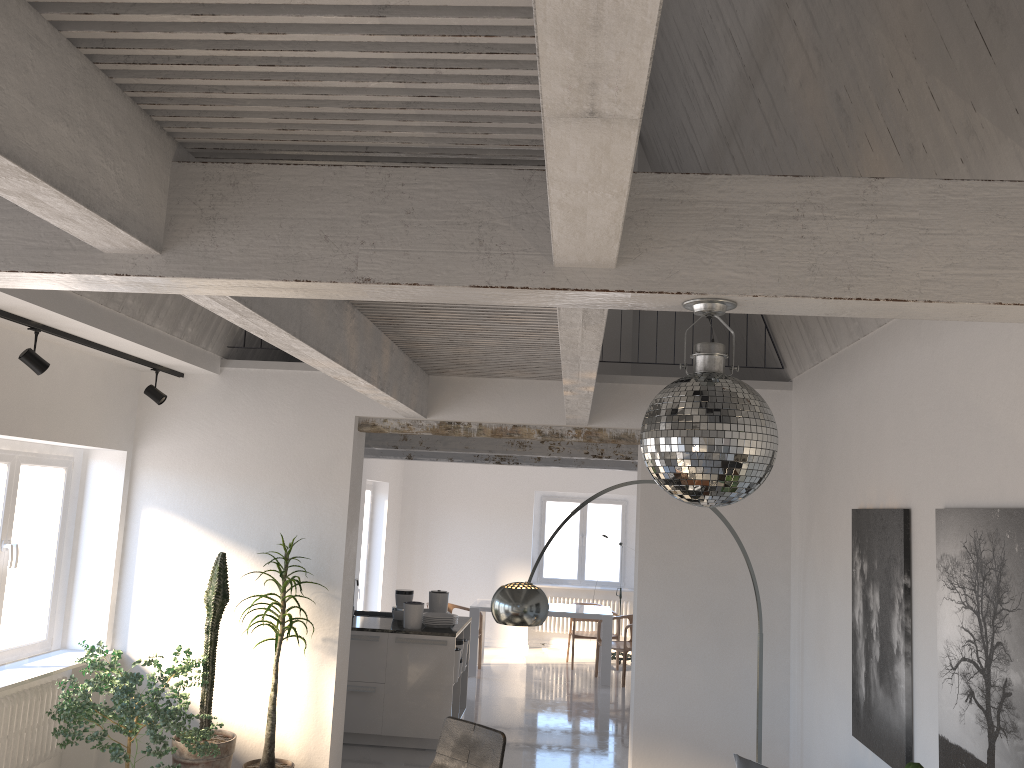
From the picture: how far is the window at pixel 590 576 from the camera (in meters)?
13.83

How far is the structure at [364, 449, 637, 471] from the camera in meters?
10.6 m

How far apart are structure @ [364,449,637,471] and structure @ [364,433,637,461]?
2.1m

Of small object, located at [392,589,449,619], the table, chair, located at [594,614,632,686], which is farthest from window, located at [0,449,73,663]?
chair, located at [594,614,632,686]

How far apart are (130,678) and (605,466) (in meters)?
6.41

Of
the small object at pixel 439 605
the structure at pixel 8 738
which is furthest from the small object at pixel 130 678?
the small object at pixel 439 605

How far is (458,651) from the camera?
7.8 meters

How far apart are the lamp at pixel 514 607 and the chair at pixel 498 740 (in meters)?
0.76

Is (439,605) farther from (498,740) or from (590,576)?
(590,576)

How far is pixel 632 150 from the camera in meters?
1.5
